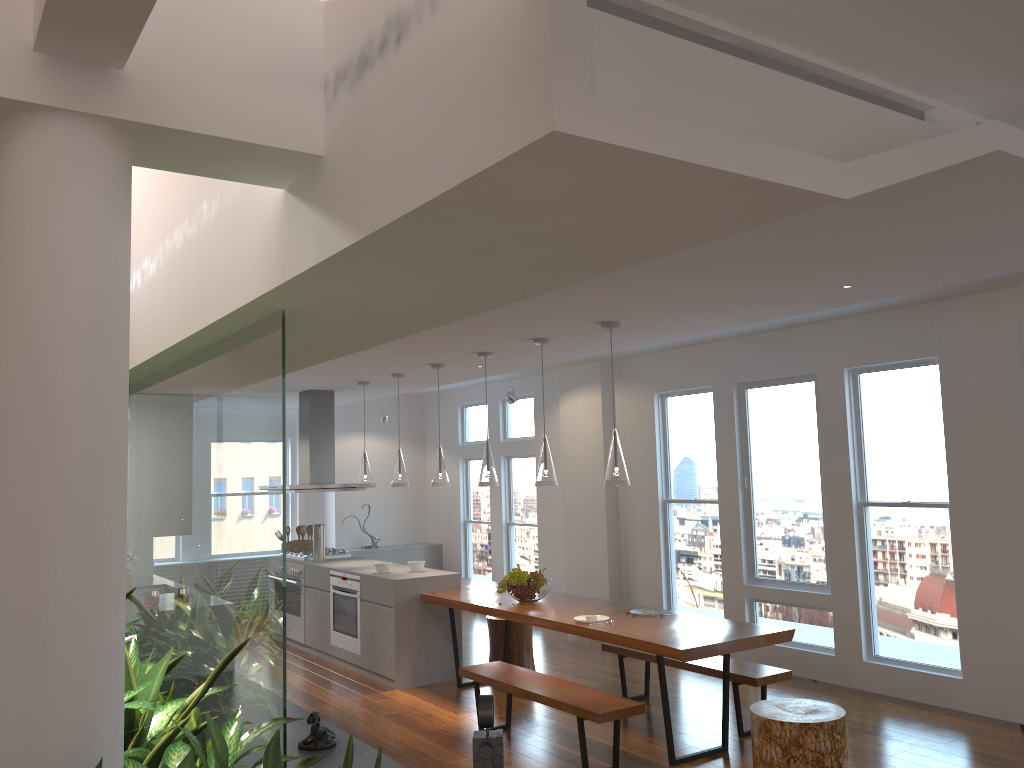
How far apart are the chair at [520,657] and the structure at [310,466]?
2.3 meters

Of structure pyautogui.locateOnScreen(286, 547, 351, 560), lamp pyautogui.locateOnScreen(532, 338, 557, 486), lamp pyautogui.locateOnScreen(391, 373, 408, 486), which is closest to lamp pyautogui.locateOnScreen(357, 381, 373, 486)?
lamp pyautogui.locateOnScreen(391, 373, 408, 486)

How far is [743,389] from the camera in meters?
7.5

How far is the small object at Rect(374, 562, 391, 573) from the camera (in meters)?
7.32

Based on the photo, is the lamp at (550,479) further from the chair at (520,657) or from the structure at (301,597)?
the structure at (301,597)

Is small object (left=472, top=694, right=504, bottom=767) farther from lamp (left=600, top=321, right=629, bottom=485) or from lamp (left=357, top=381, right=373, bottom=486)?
lamp (left=357, top=381, right=373, bottom=486)

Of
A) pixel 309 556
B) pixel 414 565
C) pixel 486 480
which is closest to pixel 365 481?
pixel 309 556

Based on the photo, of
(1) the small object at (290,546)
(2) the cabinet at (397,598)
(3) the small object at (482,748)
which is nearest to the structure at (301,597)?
(2) the cabinet at (397,598)

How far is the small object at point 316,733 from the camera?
4.1m

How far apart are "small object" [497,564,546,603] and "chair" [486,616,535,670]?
0.79m
